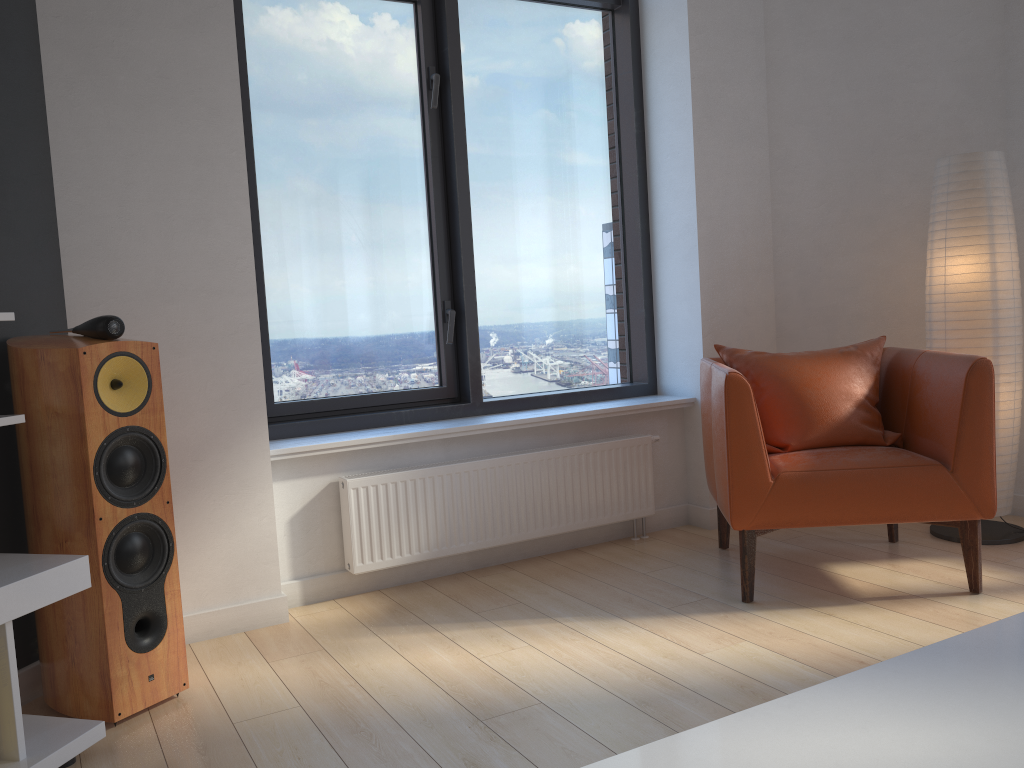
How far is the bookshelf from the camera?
1.99m

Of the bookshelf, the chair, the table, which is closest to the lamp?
the chair

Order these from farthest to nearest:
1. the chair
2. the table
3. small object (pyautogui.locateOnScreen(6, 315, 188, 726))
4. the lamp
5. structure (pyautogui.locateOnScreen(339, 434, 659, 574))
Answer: the lamp
structure (pyautogui.locateOnScreen(339, 434, 659, 574))
the chair
small object (pyautogui.locateOnScreen(6, 315, 188, 726))
the table

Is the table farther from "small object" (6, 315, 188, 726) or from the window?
the window

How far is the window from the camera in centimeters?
353cm

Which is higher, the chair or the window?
the window

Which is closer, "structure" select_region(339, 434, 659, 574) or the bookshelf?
the bookshelf

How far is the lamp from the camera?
3.4 meters

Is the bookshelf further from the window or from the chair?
the chair

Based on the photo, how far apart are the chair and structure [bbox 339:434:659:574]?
0.3m
